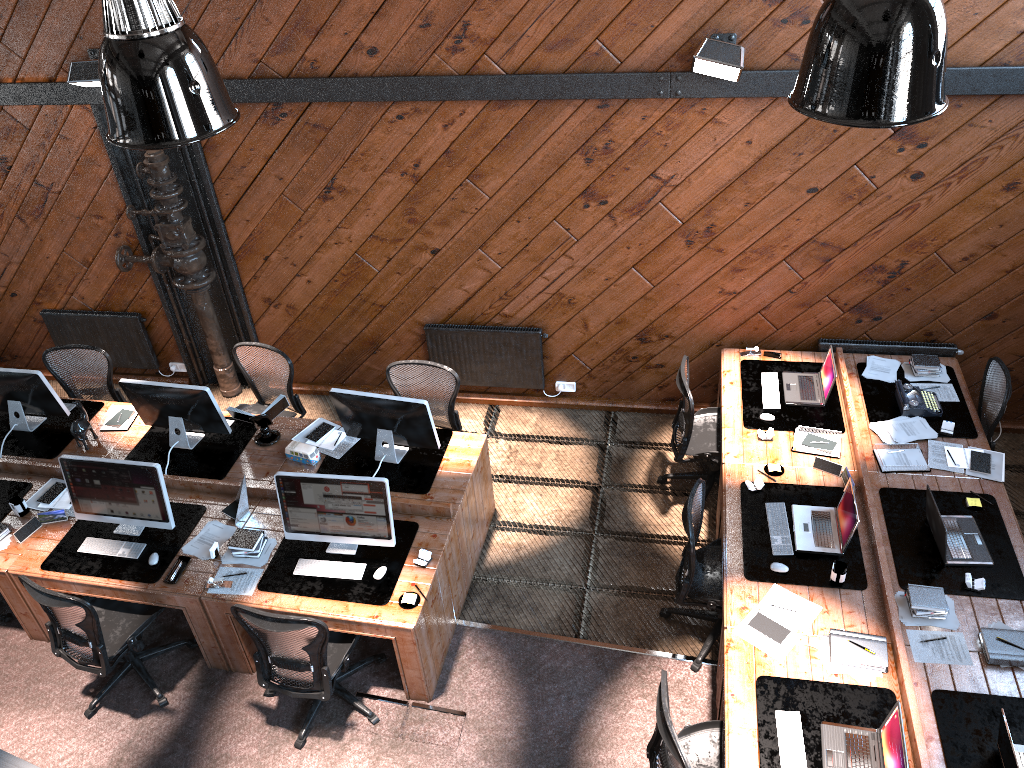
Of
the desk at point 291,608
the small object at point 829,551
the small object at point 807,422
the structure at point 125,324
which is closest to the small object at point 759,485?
the small object at point 829,551

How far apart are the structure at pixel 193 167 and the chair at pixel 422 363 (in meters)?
1.86

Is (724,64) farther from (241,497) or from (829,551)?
(241,497)

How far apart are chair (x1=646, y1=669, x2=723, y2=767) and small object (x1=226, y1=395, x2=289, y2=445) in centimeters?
339cm

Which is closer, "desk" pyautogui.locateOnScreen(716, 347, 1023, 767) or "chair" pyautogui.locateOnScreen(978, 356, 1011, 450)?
"desk" pyautogui.locateOnScreen(716, 347, 1023, 767)

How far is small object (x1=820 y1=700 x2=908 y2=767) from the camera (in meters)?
4.07

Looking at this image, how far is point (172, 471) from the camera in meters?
6.3

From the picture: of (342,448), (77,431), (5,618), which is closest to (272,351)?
(342,448)

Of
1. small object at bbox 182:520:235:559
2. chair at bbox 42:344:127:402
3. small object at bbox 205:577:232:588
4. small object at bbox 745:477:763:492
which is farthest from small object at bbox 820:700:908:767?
chair at bbox 42:344:127:402

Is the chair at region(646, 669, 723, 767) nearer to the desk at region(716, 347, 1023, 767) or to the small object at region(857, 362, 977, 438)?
the desk at region(716, 347, 1023, 767)
